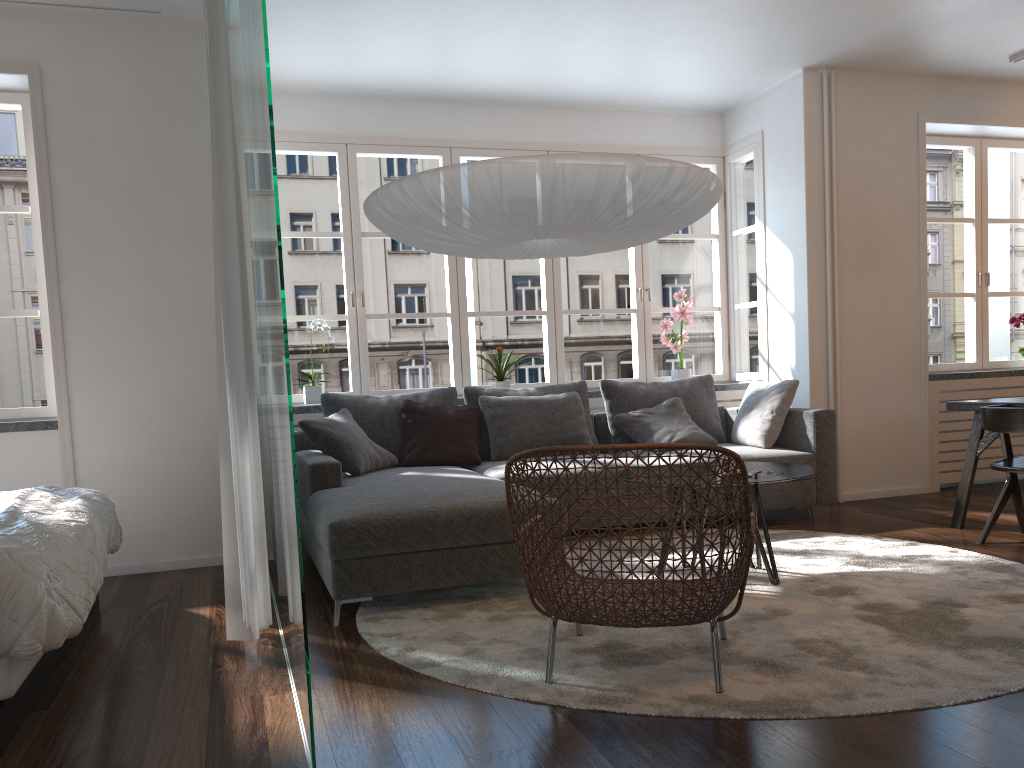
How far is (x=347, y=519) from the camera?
3.33m

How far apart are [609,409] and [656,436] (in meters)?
0.42

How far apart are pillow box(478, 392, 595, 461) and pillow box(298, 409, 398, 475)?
0.6 meters

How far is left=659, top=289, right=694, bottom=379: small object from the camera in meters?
6.2

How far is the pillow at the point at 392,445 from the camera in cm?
512

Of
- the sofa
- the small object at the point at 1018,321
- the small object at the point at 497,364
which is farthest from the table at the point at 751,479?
the small object at the point at 1018,321

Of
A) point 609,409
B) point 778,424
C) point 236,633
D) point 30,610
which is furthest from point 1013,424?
point 30,610

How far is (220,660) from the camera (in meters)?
2.95

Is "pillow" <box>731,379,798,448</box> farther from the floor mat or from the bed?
the bed

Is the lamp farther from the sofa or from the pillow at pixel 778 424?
the pillow at pixel 778 424
